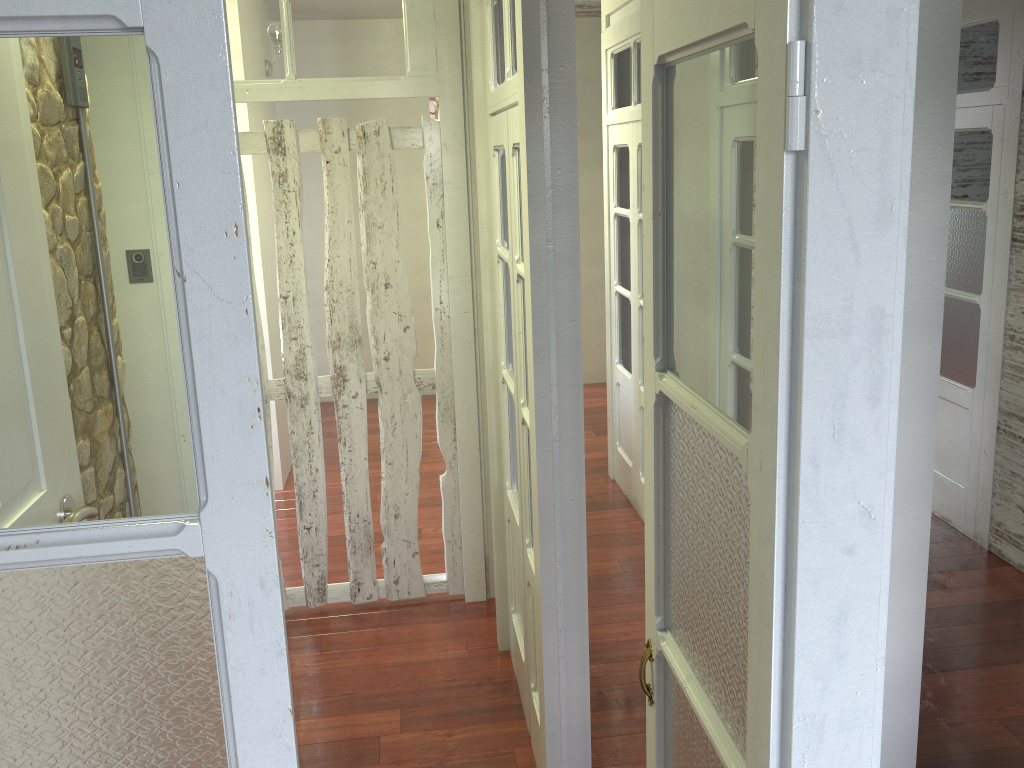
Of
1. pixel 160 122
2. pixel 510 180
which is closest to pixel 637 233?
pixel 510 180

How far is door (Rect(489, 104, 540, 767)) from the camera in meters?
2.6

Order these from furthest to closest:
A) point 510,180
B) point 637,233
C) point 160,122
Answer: point 637,233 < point 510,180 < point 160,122

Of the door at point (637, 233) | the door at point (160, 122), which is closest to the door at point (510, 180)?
the door at point (160, 122)

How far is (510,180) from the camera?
2.6 meters

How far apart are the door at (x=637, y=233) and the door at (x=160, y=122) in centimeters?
311cm

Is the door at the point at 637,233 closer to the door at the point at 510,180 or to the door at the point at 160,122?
the door at the point at 510,180

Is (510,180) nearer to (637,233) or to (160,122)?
(160,122)

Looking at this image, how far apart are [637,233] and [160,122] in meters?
3.8 m

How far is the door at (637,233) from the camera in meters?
4.4
